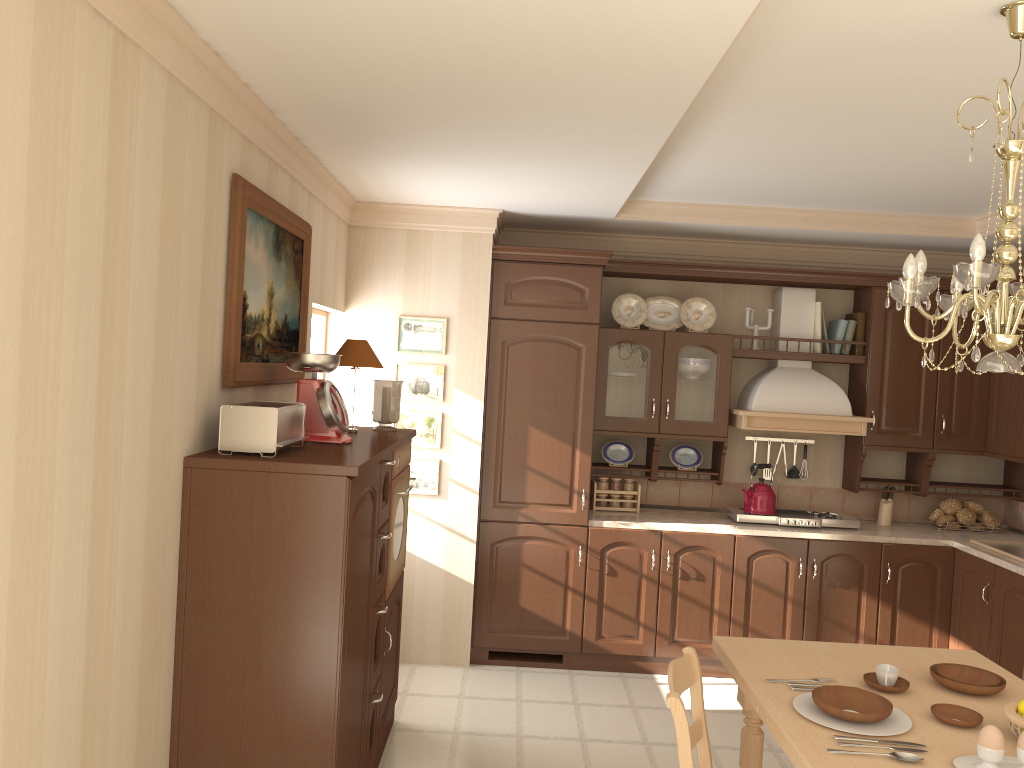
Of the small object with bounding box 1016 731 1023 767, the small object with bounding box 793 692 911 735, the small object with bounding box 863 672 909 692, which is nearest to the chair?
Result: the small object with bounding box 793 692 911 735

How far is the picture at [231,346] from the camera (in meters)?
2.84

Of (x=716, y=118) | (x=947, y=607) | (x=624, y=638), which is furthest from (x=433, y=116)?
(x=947, y=607)

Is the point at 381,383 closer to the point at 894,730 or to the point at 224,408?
the point at 224,408

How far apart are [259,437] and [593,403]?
2.5m

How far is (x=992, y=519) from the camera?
5.2m

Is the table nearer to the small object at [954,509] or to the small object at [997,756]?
the small object at [997,756]

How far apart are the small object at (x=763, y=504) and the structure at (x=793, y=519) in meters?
0.0

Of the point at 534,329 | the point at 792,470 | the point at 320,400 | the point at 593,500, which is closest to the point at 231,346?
the point at 320,400

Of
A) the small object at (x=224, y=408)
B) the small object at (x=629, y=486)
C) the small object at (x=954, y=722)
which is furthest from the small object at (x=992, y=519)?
the small object at (x=224, y=408)
